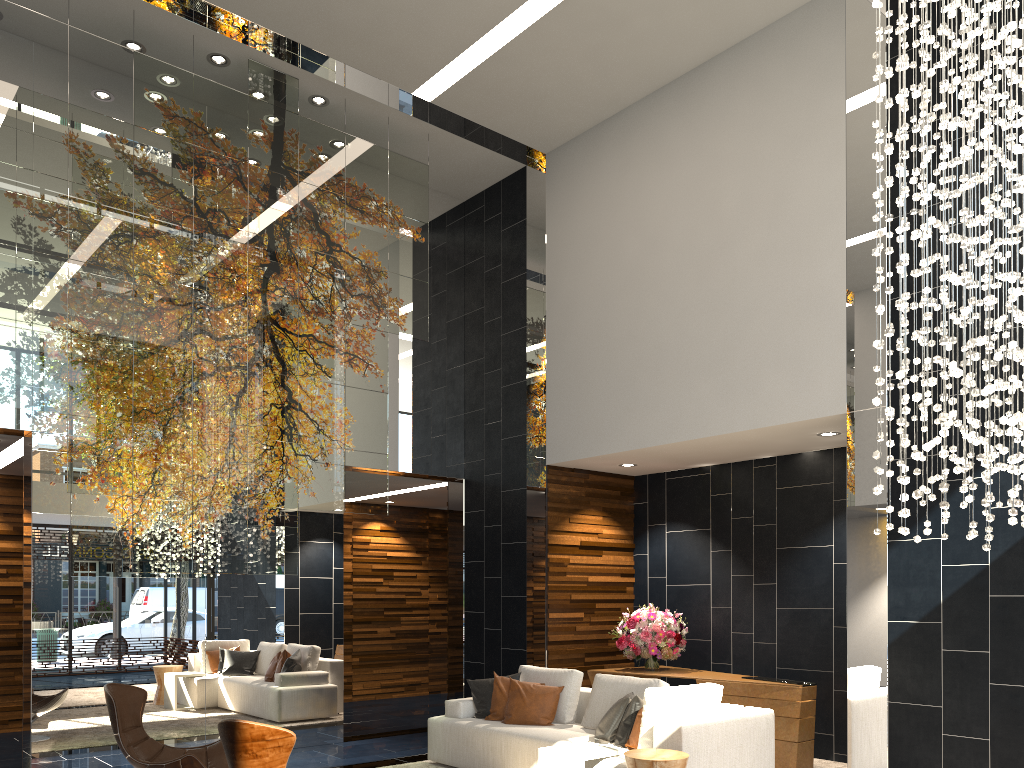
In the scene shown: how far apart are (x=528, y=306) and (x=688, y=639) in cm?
373

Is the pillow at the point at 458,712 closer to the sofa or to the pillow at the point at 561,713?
the sofa

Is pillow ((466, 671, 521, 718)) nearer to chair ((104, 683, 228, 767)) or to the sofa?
the sofa

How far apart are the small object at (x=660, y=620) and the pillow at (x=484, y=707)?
1.41m

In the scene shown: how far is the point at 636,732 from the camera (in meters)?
5.53

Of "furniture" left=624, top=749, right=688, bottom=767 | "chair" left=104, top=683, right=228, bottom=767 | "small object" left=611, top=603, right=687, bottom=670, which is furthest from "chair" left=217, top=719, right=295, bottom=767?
"small object" left=611, top=603, right=687, bottom=670

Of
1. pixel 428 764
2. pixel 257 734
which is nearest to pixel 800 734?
pixel 428 764

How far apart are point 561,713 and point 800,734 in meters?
1.9

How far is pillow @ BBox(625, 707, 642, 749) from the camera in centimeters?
553cm

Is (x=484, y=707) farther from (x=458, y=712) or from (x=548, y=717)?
(x=548, y=717)
